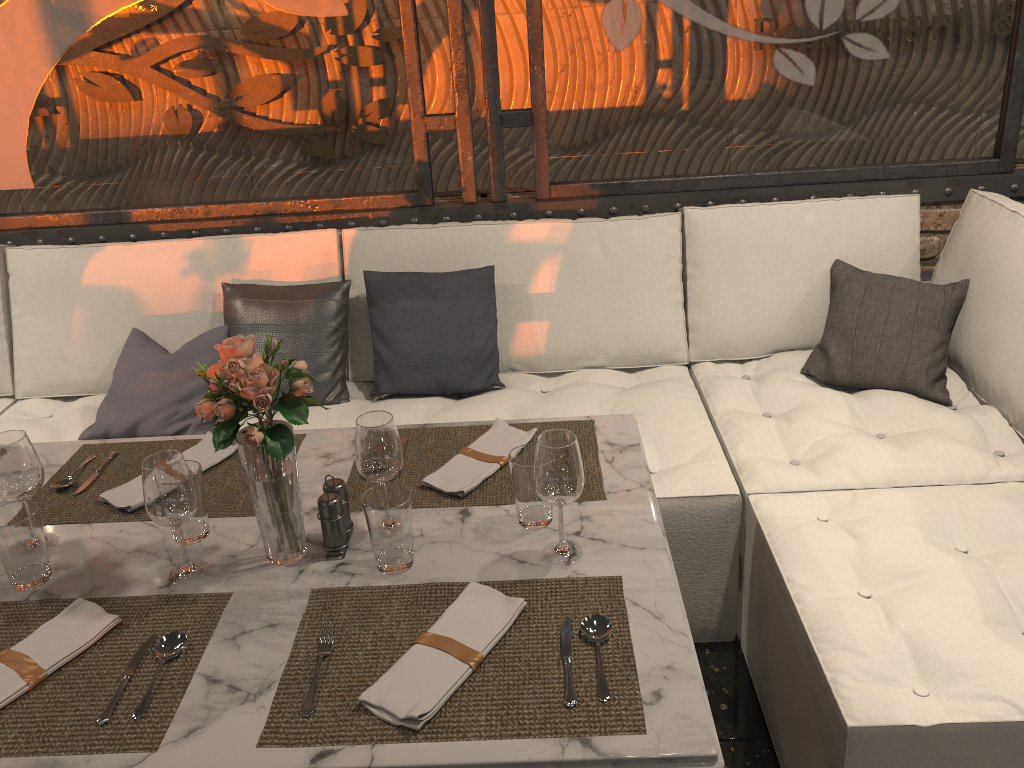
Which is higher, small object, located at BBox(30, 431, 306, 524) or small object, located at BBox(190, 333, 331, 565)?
small object, located at BBox(190, 333, 331, 565)

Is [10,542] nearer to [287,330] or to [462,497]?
[462,497]

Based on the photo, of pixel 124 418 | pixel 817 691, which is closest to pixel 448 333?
pixel 124 418

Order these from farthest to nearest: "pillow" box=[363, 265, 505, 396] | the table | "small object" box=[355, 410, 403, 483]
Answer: "pillow" box=[363, 265, 505, 396], "small object" box=[355, 410, 403, 483], the table

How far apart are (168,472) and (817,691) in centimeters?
121cm

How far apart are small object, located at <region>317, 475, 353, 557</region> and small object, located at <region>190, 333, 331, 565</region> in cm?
4

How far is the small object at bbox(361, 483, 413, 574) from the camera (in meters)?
1.40

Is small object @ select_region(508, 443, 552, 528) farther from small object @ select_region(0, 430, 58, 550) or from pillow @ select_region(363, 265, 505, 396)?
pillow @ select_region(363, 265, 505, 396)

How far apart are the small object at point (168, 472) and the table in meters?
0.0

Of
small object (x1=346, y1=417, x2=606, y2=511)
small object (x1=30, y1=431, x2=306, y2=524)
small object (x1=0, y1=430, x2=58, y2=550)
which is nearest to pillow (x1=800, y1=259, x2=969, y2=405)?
small object (x1=346, y1=417, x2=606, y2=511)
